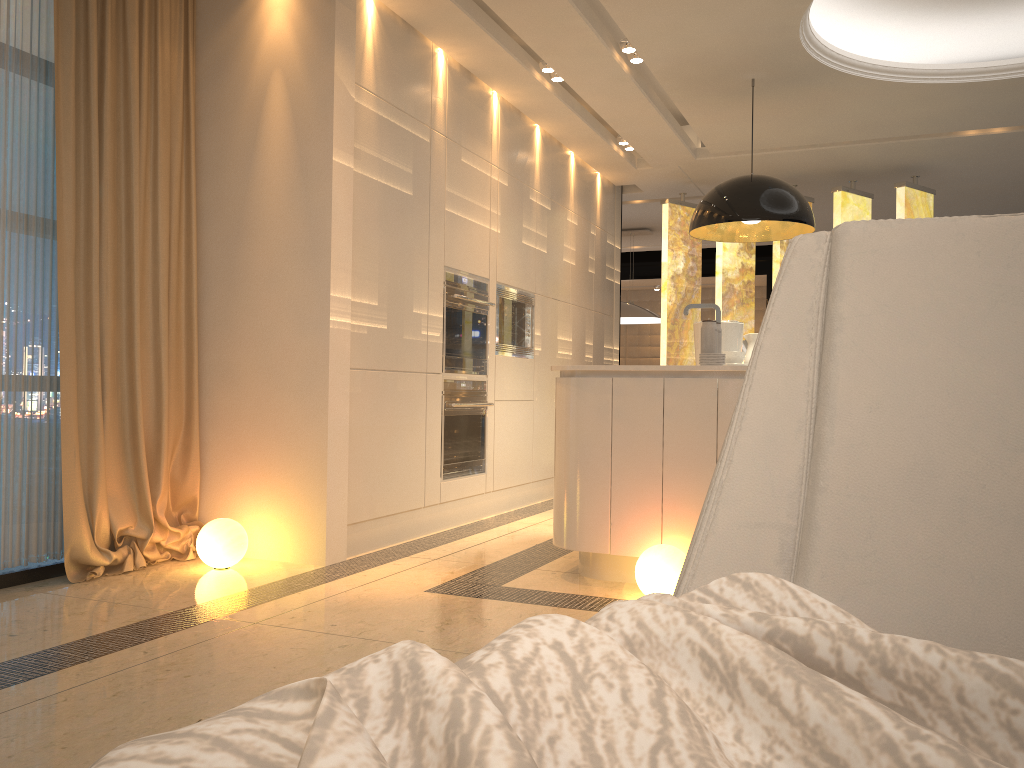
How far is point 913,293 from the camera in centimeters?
103cm

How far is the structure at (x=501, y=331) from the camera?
5.7 meters

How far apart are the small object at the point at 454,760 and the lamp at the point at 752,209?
4.2m

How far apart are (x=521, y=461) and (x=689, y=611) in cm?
517

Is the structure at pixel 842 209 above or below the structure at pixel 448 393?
above

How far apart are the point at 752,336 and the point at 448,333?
1.77m

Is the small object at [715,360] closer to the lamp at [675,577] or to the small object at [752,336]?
the lamp at [675,577]

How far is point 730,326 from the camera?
5.0 meters

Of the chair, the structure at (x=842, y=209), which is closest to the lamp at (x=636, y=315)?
the structure at (x=842, y=209)

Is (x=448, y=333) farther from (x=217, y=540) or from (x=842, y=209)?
(x=842, y=209)
